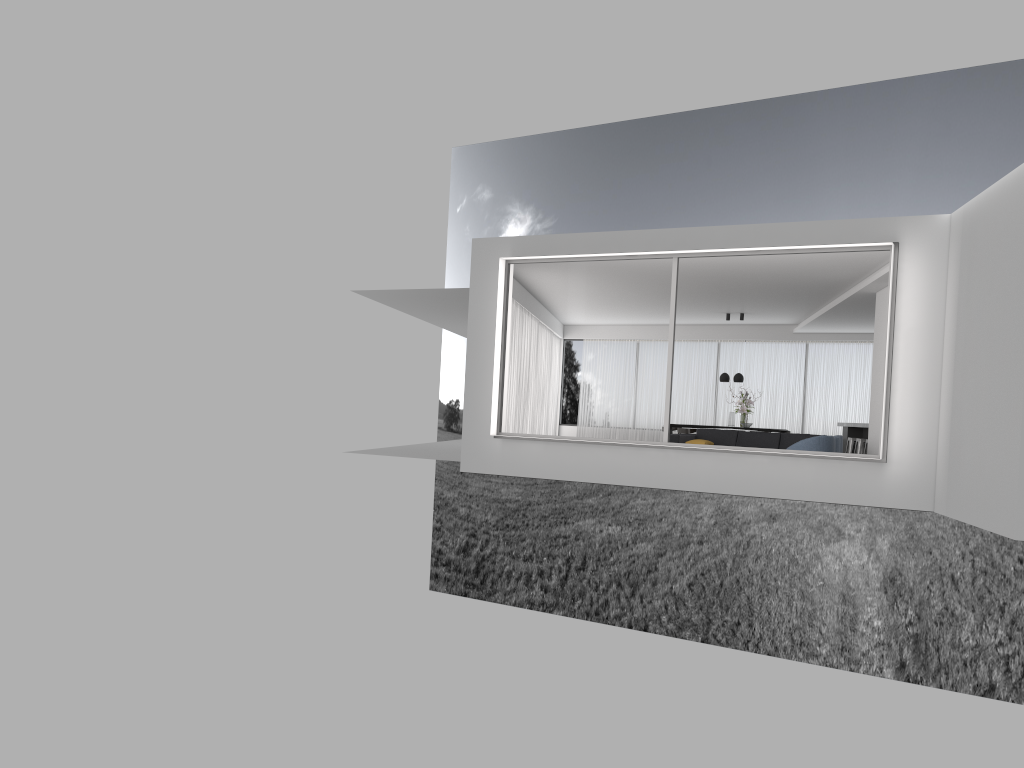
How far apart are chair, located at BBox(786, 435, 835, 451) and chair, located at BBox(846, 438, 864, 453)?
5.55m

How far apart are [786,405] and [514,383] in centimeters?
721cm

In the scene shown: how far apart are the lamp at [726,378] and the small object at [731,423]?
0.9m

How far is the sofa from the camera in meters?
14.3 m

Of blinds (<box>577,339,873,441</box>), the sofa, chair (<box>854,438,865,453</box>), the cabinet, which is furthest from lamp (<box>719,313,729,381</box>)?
the sofa

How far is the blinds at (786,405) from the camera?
19.90m

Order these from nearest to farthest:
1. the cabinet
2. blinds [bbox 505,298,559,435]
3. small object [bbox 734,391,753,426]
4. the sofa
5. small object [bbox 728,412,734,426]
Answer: the sofa, blinds [bbox 505,298,559,435], the cabinet, small object [bbox 734,391,753,426], small object [bbox 728,412,734,426]

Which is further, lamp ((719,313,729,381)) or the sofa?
lamp ((719,313,729,381))

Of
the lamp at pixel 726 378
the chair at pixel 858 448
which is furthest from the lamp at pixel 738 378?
the chair at pixel 858 448

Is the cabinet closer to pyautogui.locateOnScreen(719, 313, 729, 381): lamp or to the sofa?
pyautogui.locateOnScreen(719, 313, 729, 381): lamp
